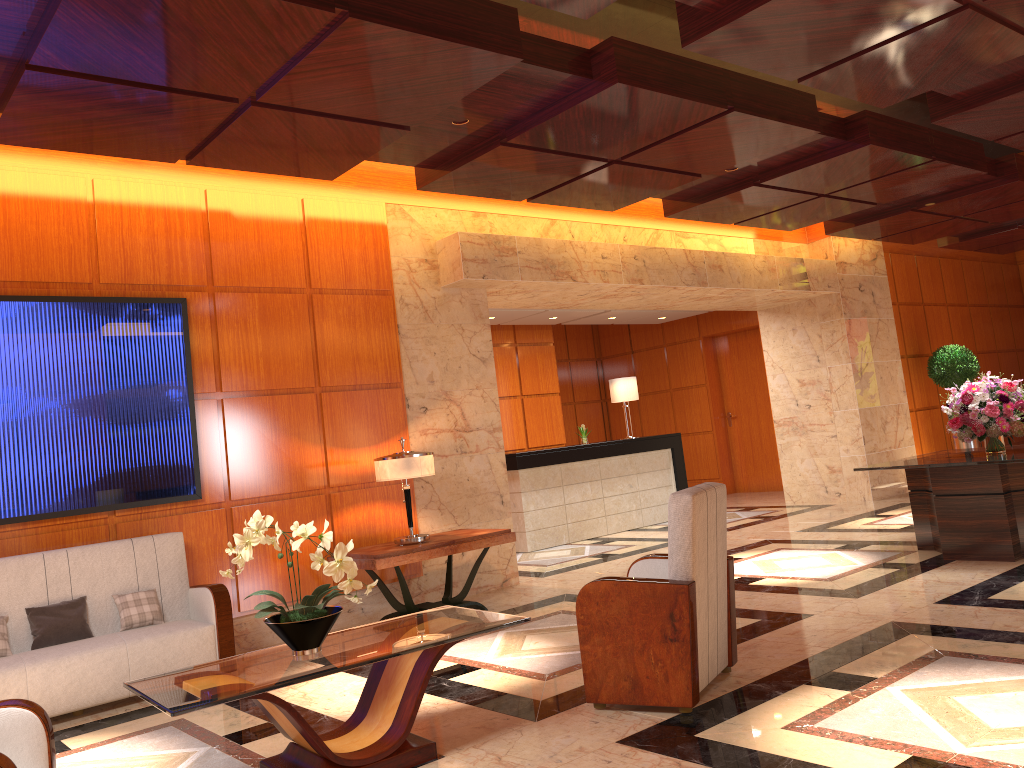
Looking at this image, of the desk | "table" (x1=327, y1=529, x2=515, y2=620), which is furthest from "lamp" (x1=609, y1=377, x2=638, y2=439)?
"table" (x1=327, y1=529, x2=515, y2=620)

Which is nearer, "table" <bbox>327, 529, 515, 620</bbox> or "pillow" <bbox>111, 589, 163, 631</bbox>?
"pillow" <bbox>111, 589, 163, 631</bbox>

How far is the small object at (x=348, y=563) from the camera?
→ 3.6m

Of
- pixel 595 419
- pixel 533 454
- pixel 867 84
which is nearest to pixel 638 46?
pixel 867 84

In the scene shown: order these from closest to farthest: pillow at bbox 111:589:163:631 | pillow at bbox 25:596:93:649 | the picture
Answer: pillow at bbox 25:596:93:649, pillow at bbox 111:589:163:631, the picture

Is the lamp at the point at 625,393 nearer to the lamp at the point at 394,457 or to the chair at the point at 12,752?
the lamp at the point at 394,457

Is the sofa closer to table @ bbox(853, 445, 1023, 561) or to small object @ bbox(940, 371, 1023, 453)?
table @ bbox(853, 445, 1023, 561)

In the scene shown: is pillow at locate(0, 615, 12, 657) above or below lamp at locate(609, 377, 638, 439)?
below

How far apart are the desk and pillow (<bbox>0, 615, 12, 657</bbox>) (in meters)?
5.93

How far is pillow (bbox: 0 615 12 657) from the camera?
5.05m
